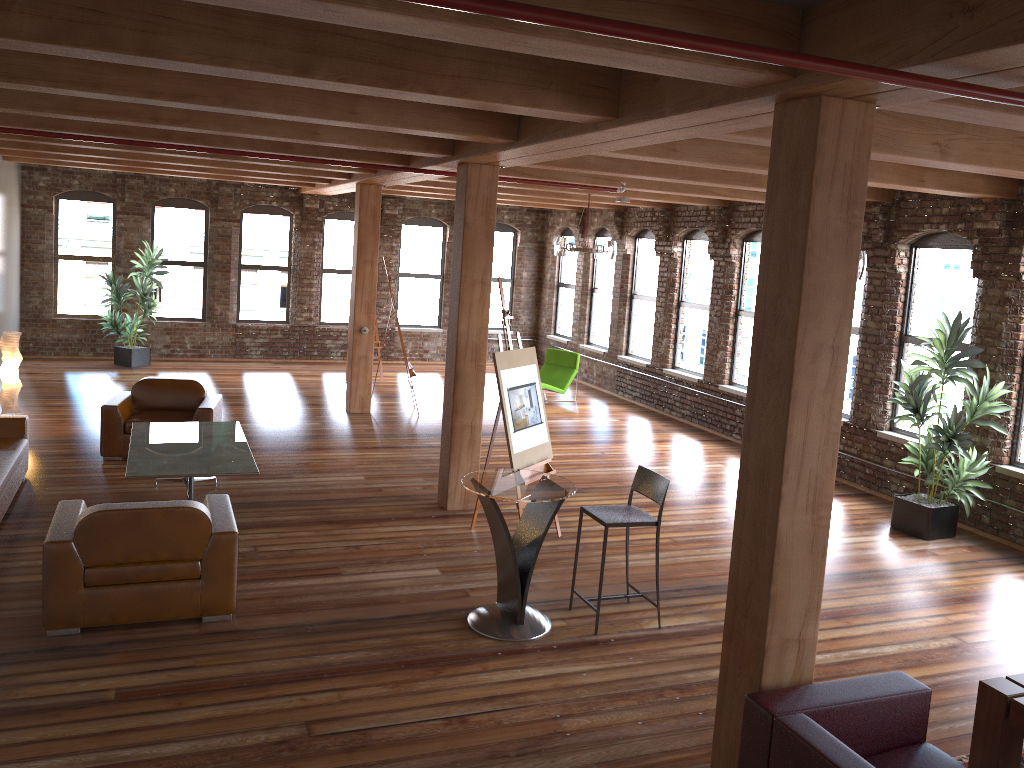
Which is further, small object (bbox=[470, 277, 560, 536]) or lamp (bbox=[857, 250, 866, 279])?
lamp (bbox=[857, 250, 866, 279])

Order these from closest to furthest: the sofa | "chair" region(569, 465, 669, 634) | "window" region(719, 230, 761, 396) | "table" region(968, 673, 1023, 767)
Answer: "table" region(968, 673, 1023, 767) → "chair" region(569, 465, 669, 634) → the sofa → "window" region(719, 230, 761, 396)

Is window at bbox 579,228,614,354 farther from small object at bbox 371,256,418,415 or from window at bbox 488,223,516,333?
small object at bbox 371,256,418,415

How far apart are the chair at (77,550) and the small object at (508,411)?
2.1m

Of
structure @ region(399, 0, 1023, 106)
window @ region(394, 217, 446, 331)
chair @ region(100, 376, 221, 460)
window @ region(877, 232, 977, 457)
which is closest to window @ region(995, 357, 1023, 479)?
window @ region(877, 232, 977, 457)

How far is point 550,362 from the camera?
14.3 meters

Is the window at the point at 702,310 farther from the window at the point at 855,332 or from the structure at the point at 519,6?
the structure at the point at 519,6

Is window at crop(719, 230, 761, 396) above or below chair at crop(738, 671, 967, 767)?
above

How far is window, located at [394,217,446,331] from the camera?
17.0m

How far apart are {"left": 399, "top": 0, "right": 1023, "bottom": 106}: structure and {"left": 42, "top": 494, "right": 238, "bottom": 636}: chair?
3.86m
